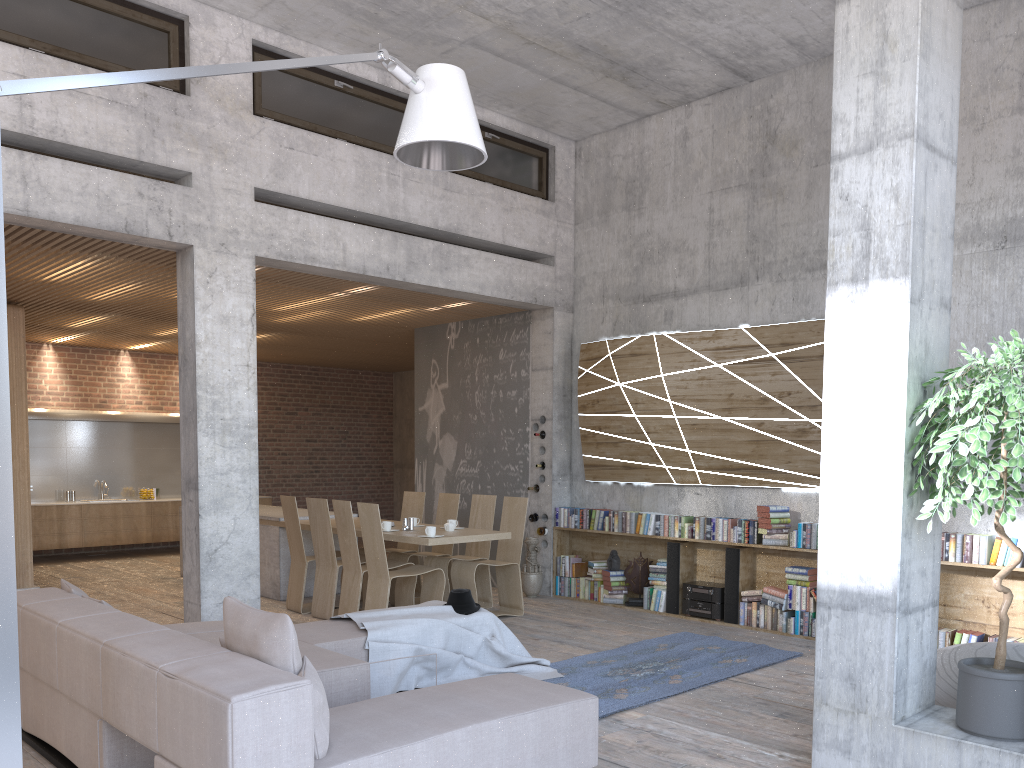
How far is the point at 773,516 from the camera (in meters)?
7.83

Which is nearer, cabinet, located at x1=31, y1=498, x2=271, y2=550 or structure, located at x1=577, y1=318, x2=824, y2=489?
structure, located at x1=577, y1=318, x2=824, y2=489

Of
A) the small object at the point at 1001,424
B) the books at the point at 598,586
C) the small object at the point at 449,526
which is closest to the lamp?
the small object at the point at 1001,424

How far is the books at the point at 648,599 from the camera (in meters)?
8.86

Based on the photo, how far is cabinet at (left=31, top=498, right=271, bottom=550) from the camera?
12.5 meters

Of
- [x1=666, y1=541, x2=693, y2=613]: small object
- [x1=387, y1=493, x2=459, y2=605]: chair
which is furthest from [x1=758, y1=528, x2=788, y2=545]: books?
[x1=387, y1=493, x2=459, y2=605]: chair

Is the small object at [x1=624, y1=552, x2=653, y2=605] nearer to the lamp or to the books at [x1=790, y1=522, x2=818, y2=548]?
the books at [x1=790, y1=522, x2=818, y2=548]

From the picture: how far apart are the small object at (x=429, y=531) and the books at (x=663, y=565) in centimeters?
248cm

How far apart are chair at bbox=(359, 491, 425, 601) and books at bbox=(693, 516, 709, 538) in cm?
308

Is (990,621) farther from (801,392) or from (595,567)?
(595,567)
